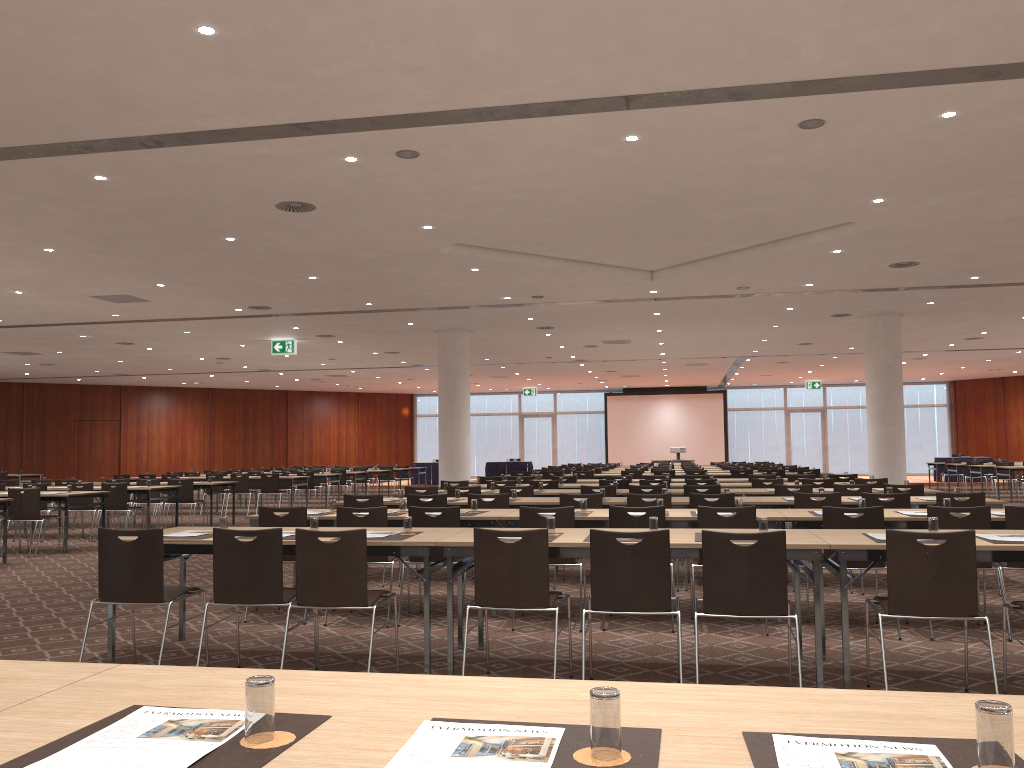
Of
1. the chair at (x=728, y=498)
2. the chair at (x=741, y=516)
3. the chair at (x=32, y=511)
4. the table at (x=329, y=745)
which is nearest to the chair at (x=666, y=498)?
the chair at (x=728, y=498)

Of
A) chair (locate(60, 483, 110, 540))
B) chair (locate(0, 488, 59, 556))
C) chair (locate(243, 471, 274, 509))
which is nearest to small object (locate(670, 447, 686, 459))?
chair (locate(243, 471, 274, 509))

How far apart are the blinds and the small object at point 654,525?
33.4m

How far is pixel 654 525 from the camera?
5.5 meters

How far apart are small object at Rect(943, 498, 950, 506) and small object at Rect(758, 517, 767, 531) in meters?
2.6 m

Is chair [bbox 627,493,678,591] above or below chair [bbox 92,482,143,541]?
above

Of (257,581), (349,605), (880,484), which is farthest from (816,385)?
(257,581)

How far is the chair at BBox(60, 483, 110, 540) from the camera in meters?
14.4

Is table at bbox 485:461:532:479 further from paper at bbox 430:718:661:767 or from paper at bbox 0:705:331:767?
paper at bbox 430:718:661:767

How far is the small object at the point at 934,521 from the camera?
5.2 meters
